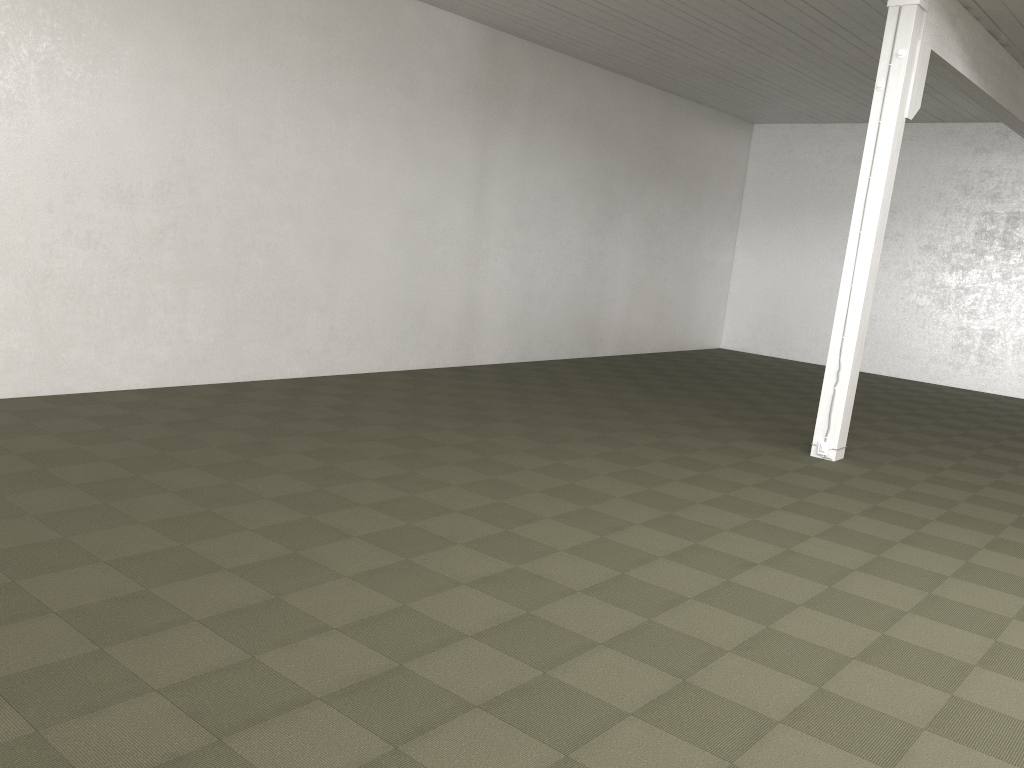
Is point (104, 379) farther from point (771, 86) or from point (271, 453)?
point (771, 86)
